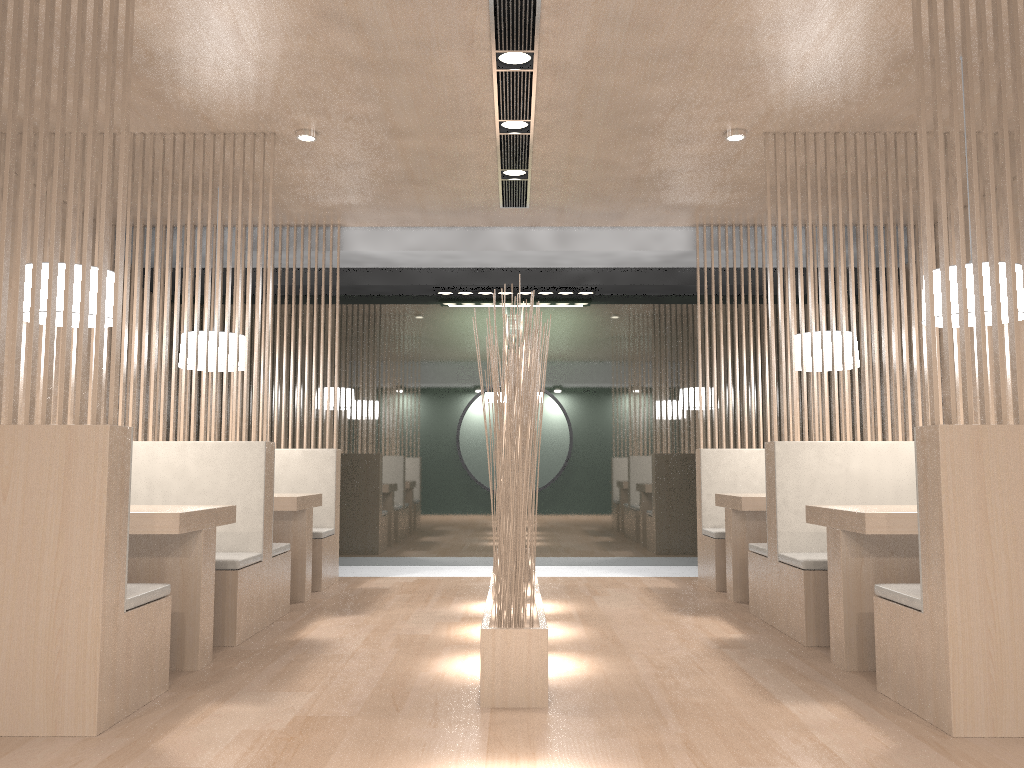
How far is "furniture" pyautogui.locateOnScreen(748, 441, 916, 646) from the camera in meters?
2.5

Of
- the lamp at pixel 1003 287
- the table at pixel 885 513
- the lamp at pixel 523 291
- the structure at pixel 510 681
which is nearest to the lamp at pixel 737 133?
the lamp at pixel 1003 287

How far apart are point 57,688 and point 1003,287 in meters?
2.3 m

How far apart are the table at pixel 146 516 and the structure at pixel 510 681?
0.72m

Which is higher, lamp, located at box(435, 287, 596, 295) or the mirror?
lamp, located at box(435, 287, 596, 295)

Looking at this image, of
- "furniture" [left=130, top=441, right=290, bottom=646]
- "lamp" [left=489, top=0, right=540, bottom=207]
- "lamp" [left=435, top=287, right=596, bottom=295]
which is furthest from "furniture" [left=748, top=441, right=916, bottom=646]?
"lamp" [left=435, top=287, right=596, bottom=295]

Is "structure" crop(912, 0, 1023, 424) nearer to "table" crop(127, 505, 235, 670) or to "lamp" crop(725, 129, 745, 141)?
"lamp" crop(725, 129, 745, 141)

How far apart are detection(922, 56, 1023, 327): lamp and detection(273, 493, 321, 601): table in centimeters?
216cm

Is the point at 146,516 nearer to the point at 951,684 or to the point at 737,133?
the point at 951,684

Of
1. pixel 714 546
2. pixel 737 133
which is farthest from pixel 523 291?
pixel 737 133
